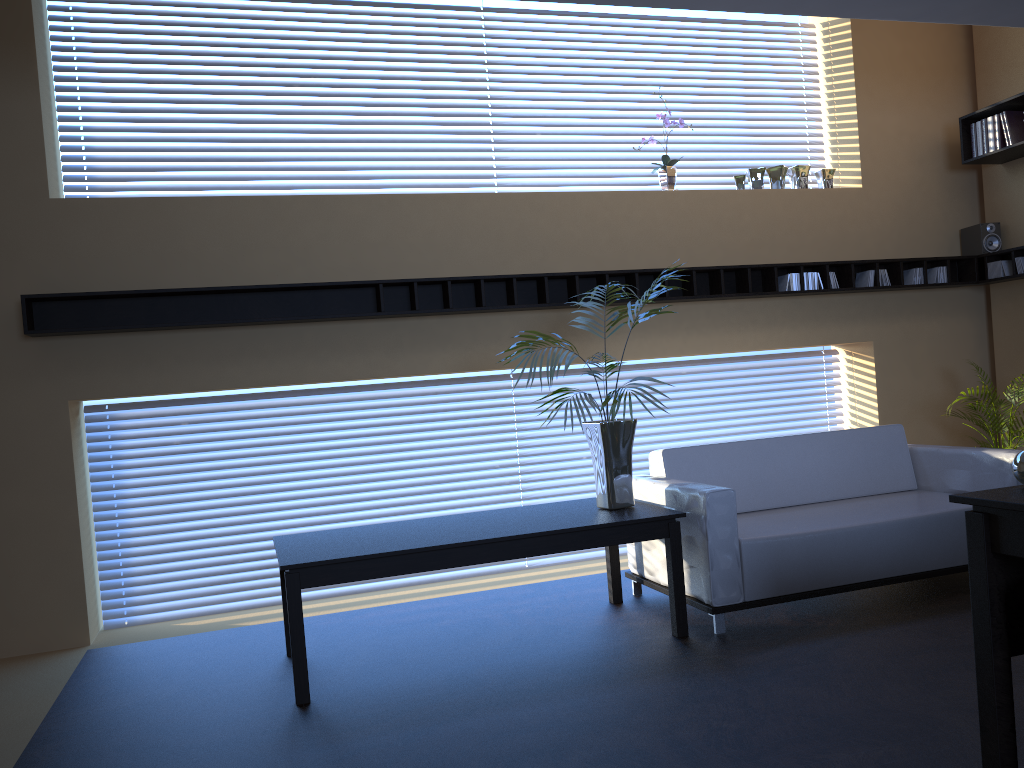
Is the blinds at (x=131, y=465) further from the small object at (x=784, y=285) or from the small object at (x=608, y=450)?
the small object at (x=608, y=450)

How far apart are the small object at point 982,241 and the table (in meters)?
3.82

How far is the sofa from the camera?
4.3 meters

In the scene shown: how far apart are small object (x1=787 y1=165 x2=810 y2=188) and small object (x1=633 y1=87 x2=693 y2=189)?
1.0 meters

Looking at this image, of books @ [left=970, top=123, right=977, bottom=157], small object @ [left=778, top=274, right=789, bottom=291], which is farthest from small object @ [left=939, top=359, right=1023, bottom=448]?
books @ [left=970, top=123, right=977, bottom=157]

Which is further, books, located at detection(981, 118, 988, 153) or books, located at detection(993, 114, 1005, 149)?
books, located at detection(981, 118, 988, 153)

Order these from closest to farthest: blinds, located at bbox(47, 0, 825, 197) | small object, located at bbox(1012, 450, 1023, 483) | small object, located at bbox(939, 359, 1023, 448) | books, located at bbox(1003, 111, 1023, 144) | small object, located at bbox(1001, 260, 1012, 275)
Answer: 1. small object, located at bbox(1012, 450, 1023, 483)
2. blinds, located at bbox(47, 0, 825, 197)
3. small object, located at bbox(939, 359, 1023, 448)
4. books, located at bbox(1003, 111, 1023, 144)
5. small object, located at bbox(1001, 260, 1012, 275)

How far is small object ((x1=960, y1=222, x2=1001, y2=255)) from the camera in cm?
659

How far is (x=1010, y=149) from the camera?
6.16m

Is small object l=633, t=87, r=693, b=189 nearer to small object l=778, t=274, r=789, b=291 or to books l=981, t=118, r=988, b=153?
small object l=778, t=274, r=789, b=291
